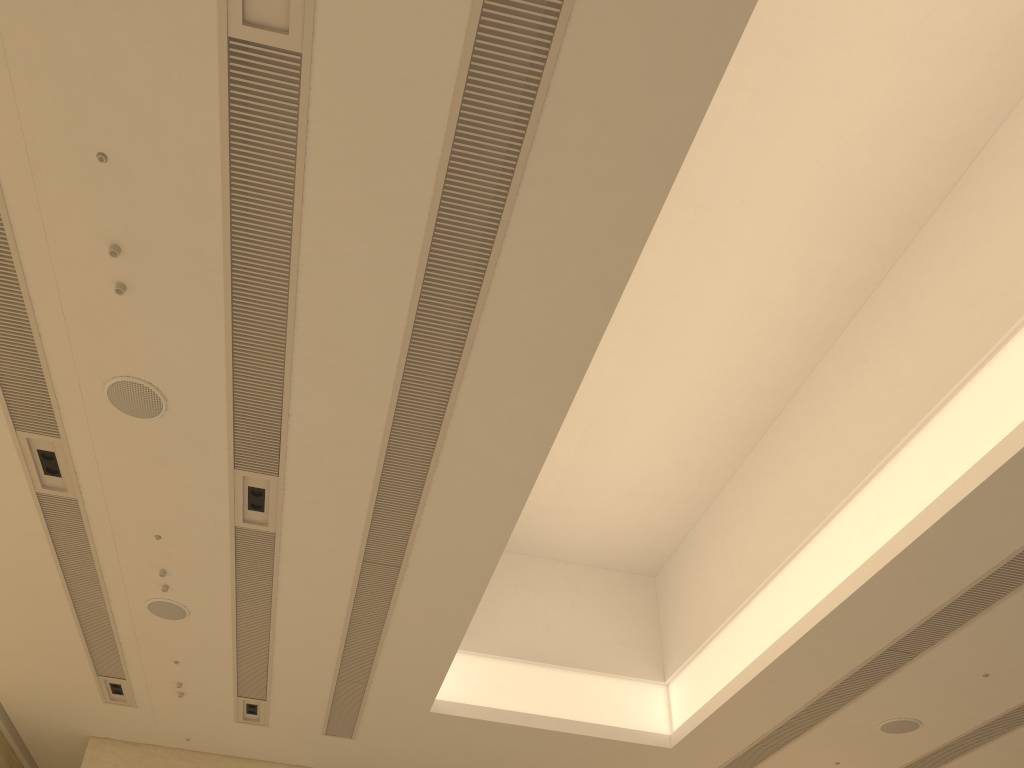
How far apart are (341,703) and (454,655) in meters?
2.0 m
